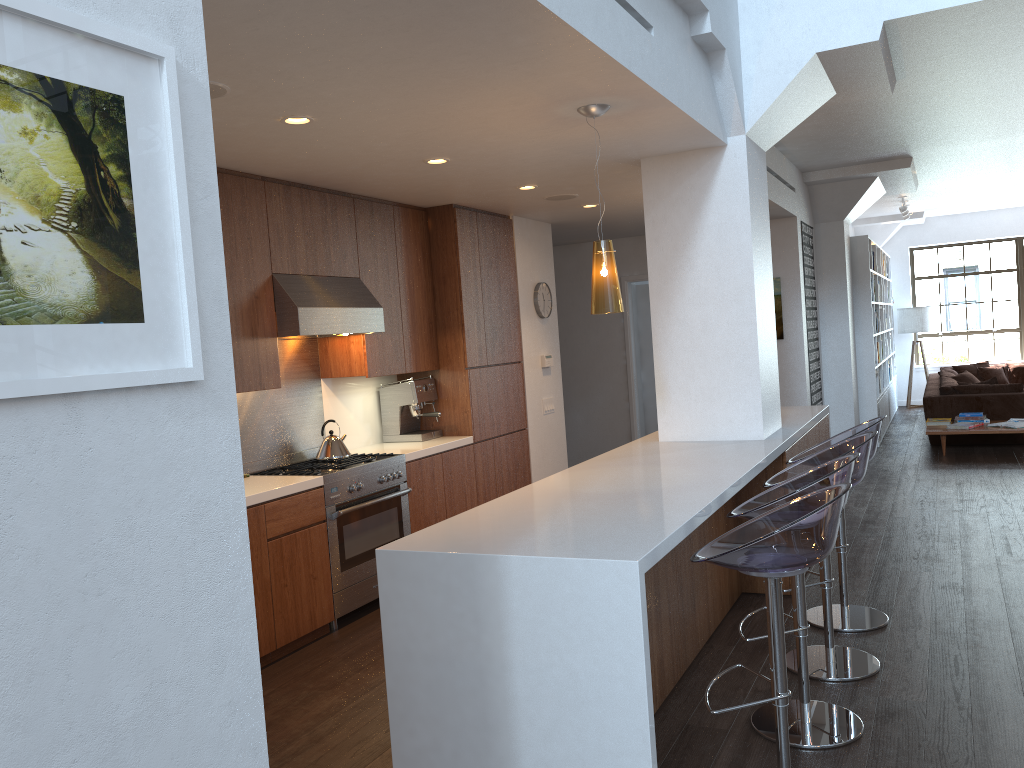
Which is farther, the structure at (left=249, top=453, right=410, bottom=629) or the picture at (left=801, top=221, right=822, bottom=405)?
the picture at (left=801, top=221, right=822, bottom=405)

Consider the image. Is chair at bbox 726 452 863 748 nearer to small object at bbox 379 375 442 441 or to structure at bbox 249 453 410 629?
structure at bbox 249 453 410 629

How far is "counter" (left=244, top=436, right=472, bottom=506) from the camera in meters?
4.4 m

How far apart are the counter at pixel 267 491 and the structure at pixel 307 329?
0.3 meters

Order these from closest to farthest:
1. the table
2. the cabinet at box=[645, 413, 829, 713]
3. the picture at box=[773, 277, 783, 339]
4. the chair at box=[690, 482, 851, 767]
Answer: the chair at box=[690, 482, 851, 767]
the cabinet at box=[645, 413, 829, 713]
the picture at box=[773, 277, 783, 339]
the table

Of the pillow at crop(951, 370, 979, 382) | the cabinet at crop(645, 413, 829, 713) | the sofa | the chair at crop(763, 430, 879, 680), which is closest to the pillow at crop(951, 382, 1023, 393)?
the sofa

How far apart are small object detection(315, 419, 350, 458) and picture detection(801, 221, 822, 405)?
5.34m

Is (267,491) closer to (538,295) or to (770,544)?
(770,544)

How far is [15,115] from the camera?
1.10m

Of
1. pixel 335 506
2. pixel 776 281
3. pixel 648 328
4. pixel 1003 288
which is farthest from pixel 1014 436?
pixel 335 506
